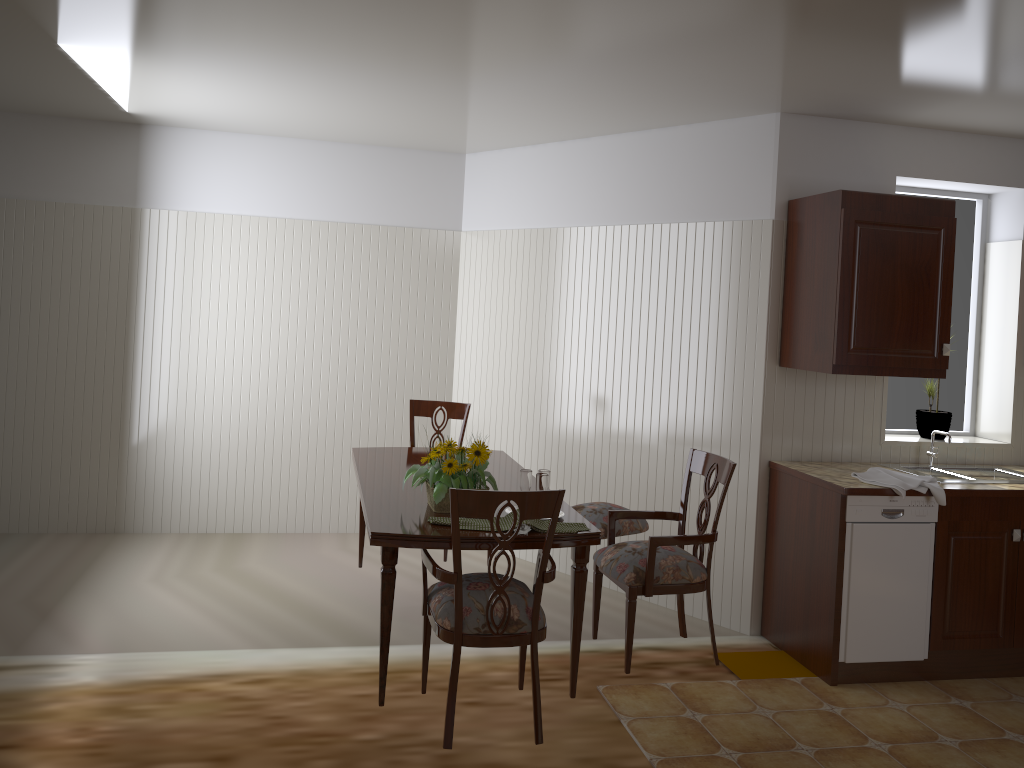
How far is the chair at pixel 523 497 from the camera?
2.55m

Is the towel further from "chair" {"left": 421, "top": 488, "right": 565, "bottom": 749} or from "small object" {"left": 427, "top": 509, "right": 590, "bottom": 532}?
"chair" {"left": 421, "top": 488, "right": 565, "bottom": 749}

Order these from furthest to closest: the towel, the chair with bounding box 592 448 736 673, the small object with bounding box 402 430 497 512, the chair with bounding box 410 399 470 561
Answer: the chair with bounding box 410 399 470 561
the towel
the chair with bounding box 592 448 736 673
the small object with bounding box 402 430 497 512

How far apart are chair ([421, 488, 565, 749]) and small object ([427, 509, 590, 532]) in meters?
0.1

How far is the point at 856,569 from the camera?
3.6 meters

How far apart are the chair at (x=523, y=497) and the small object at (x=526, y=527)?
0.12m

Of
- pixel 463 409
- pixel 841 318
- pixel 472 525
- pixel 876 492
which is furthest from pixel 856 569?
pixel 463 409

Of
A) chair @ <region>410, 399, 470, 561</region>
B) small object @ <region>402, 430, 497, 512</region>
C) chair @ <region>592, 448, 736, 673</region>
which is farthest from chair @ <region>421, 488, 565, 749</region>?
chair @ <region>410, 399, 470, 561</region>

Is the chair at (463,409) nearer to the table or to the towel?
the table

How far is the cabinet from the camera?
3.7m
